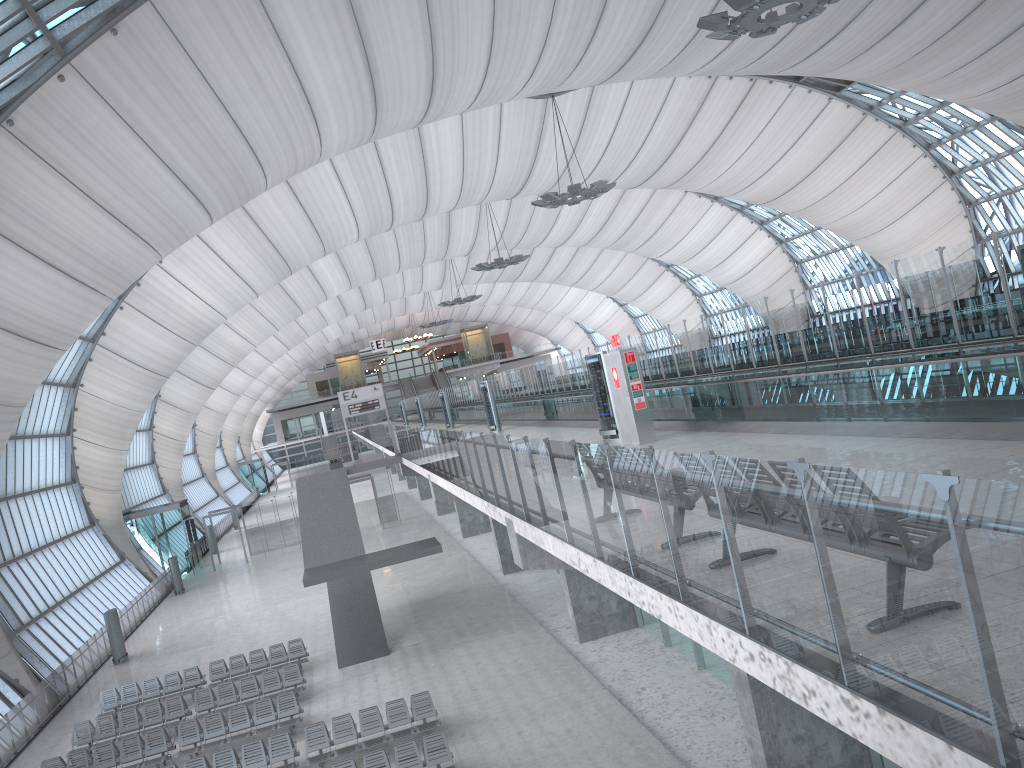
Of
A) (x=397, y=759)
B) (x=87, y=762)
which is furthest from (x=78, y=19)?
(x=397, y=759)

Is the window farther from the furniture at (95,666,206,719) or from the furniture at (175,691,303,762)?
the furniture at (175,691,303,762)

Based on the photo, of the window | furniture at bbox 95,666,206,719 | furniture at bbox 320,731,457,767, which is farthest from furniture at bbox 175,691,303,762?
the window

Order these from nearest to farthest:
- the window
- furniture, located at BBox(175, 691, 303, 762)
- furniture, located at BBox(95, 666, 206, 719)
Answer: furniture, located at BBox(175, 691, 303, 762) → the window → furniture, located at BBox(95, 666, 206, 719)

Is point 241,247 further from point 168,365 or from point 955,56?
point 955,56

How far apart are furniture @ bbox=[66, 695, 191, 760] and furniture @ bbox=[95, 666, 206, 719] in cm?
153

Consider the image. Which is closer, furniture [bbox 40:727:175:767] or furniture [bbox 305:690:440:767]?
furniture [bbox 305:690:440:767]

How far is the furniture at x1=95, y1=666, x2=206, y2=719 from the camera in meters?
23.8 m

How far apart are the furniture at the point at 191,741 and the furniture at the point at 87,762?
0.3 meters

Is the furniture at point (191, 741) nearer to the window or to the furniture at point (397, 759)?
the furniture at point (397, 759)
